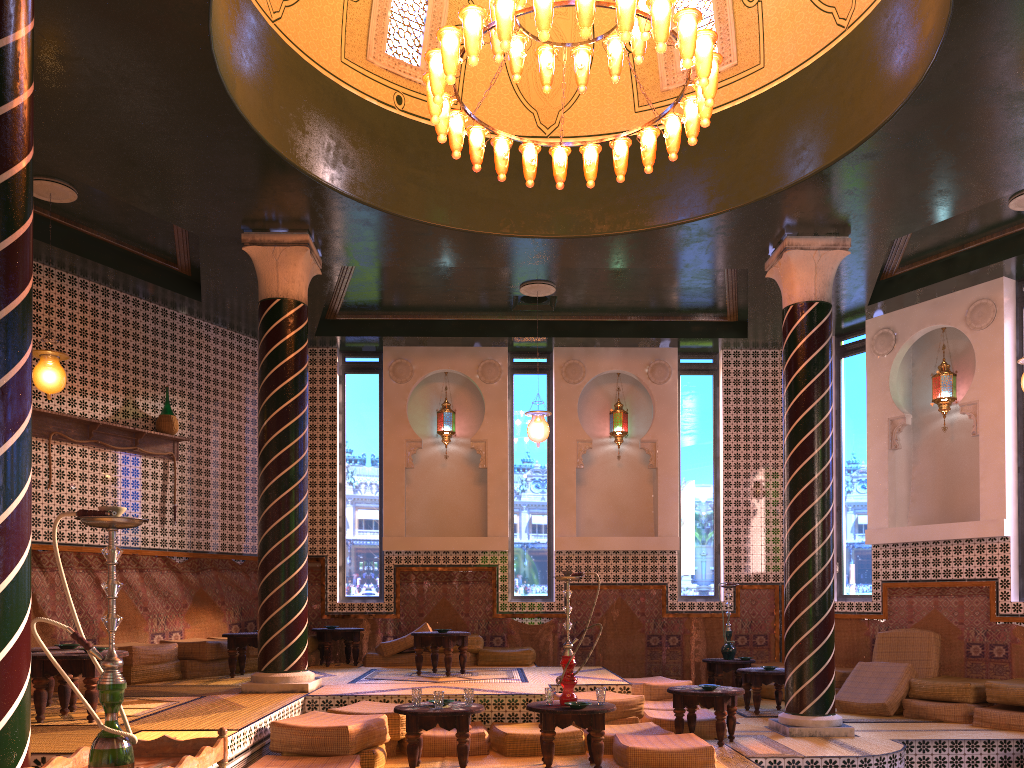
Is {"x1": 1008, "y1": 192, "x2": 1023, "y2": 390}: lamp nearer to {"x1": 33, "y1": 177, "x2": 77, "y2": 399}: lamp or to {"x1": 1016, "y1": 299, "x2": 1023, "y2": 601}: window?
{"x1": 1016, "y1": 299, "x2": 1023, "y2": 601}: window

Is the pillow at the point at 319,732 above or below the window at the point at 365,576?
below

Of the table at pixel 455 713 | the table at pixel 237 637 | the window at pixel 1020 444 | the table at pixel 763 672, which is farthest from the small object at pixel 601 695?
the window at pixel 1020 444

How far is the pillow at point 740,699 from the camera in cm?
1211

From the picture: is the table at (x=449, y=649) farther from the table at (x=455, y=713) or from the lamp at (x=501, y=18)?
the lamp at (x=501, y=18)

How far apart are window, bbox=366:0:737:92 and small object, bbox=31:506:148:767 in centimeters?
757cm

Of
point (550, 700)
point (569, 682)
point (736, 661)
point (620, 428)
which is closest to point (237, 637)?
point (550, 700)

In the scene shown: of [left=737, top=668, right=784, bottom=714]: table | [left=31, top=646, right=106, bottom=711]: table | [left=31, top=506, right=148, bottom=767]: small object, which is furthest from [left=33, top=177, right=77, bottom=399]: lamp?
[left=737, top=668, right=784, bottom=714]: table

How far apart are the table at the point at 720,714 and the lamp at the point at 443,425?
6.8m

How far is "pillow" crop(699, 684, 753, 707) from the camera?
12.1m
